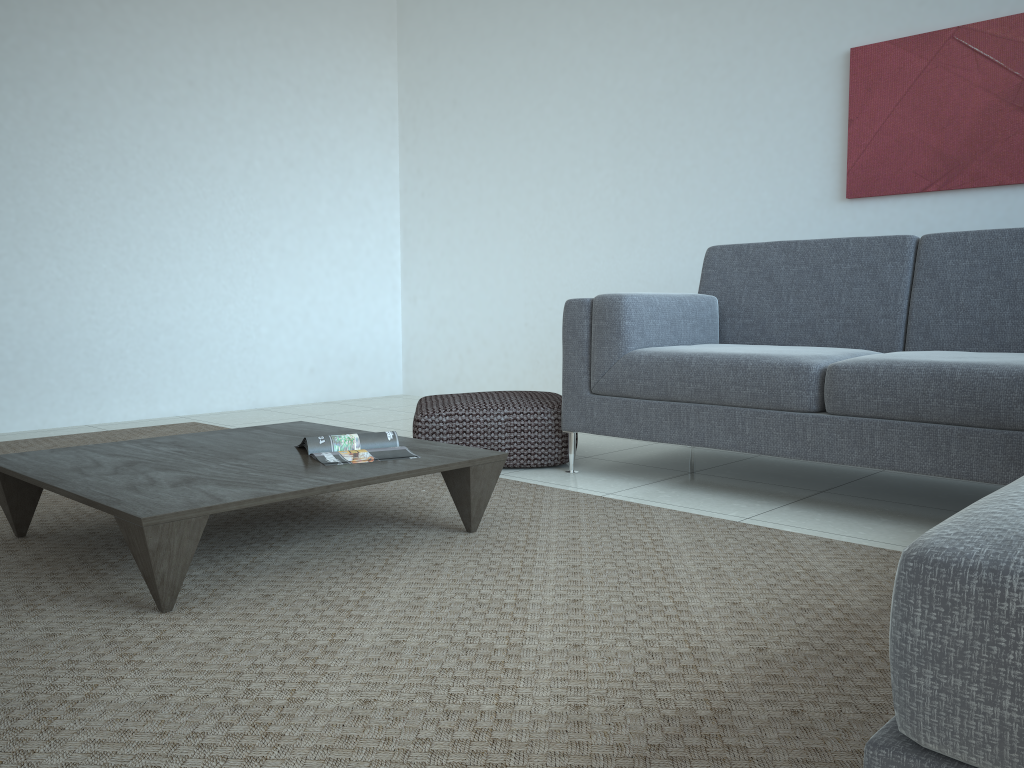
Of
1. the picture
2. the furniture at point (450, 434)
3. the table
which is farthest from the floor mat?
the picture

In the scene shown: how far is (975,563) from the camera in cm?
61

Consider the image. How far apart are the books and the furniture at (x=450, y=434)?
0.78m

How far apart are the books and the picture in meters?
2.5

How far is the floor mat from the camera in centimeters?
127cm

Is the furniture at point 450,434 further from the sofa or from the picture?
the picture

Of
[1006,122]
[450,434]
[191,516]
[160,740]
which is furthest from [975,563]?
[1006,122]

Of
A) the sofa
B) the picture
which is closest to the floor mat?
the sofa

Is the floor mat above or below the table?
below

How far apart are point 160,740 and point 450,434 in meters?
2.1
